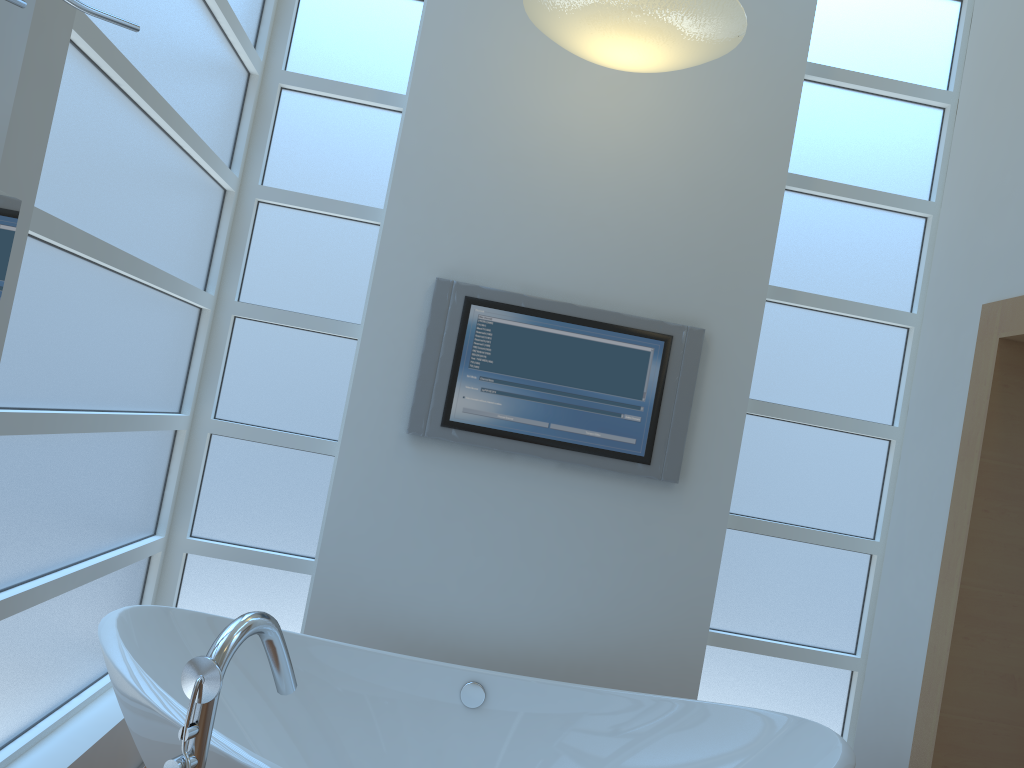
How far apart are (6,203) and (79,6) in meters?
0.2 m

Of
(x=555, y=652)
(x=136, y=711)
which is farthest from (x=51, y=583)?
(x=555, y=652)

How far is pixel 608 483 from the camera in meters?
2.9

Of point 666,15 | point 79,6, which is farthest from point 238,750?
point 666,15

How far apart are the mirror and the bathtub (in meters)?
0.74

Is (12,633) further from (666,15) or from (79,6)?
(666,15)

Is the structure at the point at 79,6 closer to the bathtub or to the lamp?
the bathtub

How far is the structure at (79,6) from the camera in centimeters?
102cm

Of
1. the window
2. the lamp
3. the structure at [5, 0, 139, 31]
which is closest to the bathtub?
the window

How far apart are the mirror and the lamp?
1.68m
